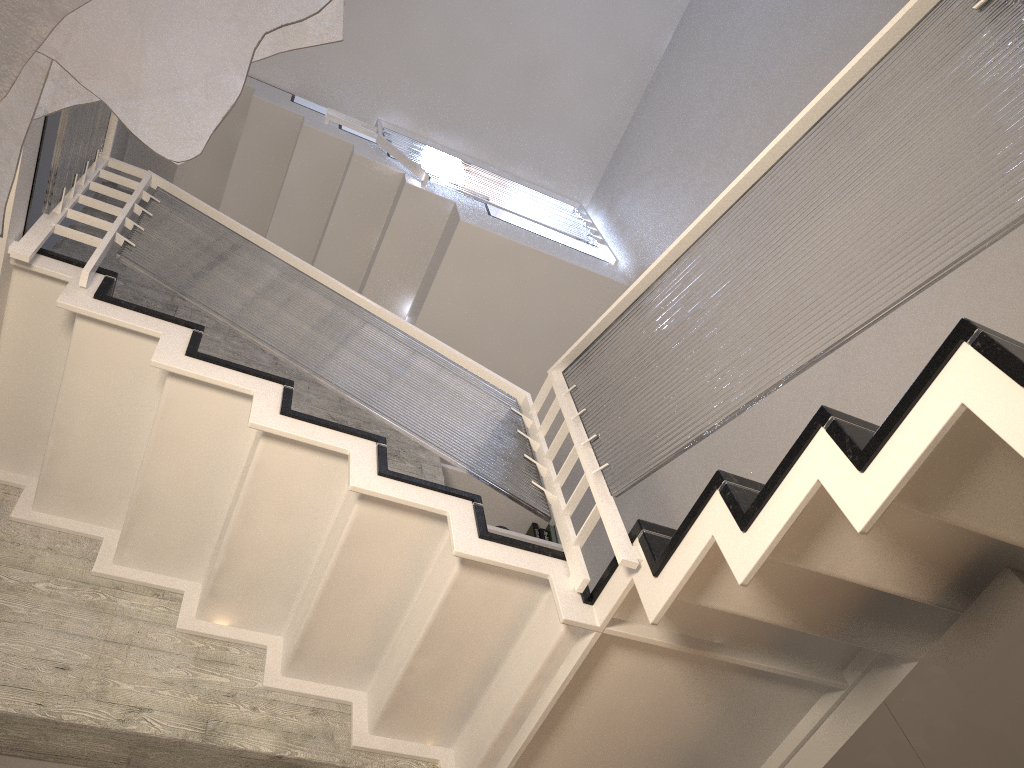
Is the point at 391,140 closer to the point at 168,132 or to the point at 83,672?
the point at 83,672

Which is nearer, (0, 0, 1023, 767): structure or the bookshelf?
(0, 0, 1023, 767): structure

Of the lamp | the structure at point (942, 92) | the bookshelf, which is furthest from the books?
the lamp

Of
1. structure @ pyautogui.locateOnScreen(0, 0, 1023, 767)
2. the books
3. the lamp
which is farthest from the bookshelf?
the lamp

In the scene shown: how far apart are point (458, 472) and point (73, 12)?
4.1 meters

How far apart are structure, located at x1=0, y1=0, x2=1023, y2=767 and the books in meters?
0.8

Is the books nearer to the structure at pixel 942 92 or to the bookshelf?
the bookshelf

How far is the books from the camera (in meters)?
4.84

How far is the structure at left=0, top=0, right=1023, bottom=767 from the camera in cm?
168

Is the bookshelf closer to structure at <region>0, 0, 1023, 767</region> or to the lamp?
Answer: structure at <region>0, 0, 1023, 767</region>
